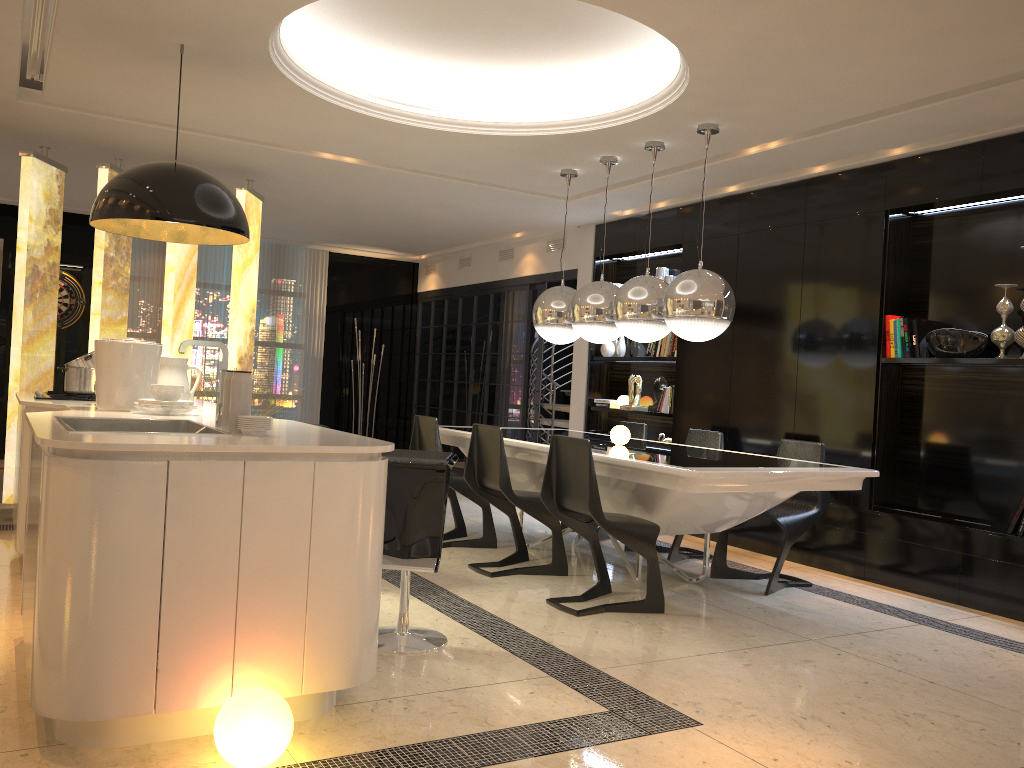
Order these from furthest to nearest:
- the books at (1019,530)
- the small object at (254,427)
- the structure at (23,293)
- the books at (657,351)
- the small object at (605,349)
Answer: the small object at (605,349) < the books at (657,351) < the structure at (23,293) < the books at (1019,530) < the small object at (254,427)

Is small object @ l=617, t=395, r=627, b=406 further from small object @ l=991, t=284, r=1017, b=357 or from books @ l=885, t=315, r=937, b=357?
small object @ l=991, t=284, r=1017, b=357

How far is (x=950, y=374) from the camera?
5.4m

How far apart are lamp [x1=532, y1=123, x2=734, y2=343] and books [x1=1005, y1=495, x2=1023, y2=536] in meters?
1.8 m

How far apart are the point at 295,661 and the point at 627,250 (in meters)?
5.76

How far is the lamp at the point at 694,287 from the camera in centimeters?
485cm

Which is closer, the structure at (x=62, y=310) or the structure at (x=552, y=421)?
the structure at (x=62, y=310)

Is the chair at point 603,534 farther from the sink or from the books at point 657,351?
the sink

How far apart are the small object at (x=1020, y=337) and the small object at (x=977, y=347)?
0.2 meters

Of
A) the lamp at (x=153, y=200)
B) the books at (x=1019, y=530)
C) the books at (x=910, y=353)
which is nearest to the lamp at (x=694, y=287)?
the books at (x=910, y=353)
